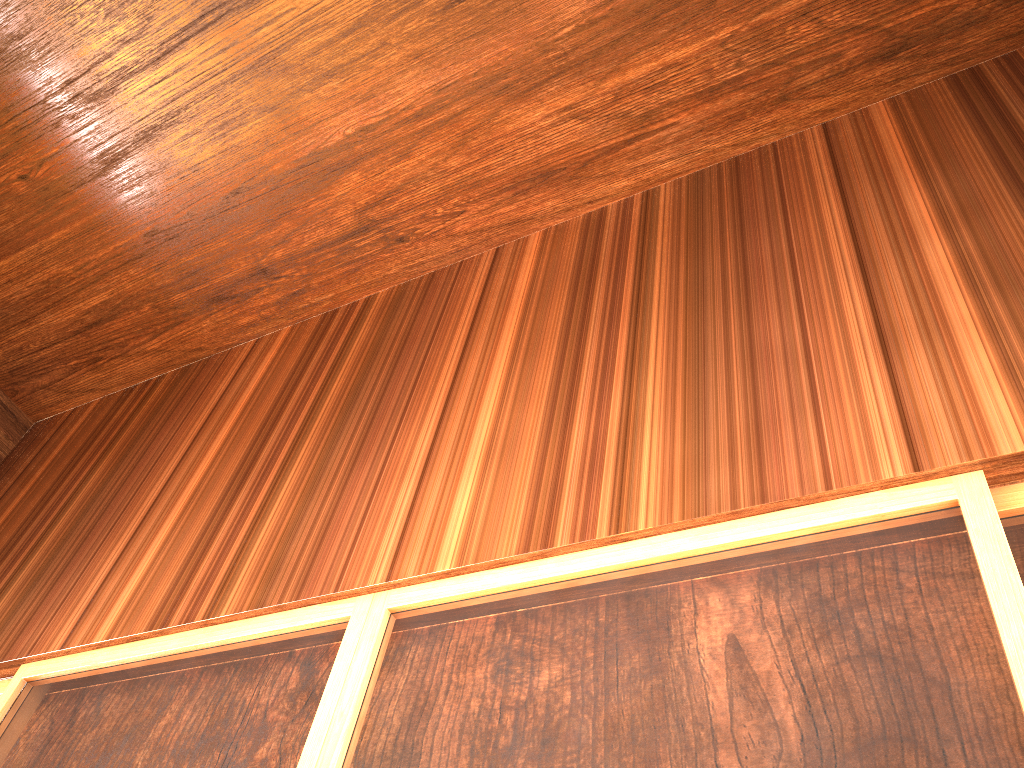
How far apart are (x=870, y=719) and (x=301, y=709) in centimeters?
102cm

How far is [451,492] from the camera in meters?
1.9 m

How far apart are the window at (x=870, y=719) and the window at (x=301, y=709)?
0.0 meters

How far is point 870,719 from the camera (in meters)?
1.16

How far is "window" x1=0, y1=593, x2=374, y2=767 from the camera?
1.7m

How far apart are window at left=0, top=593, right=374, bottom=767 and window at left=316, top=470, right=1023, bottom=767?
0.02m

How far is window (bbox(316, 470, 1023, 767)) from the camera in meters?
1.2 m

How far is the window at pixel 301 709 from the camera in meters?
1.7 m

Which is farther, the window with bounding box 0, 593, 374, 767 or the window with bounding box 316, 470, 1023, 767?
the window with bounding box 0, 593, 374, 767
